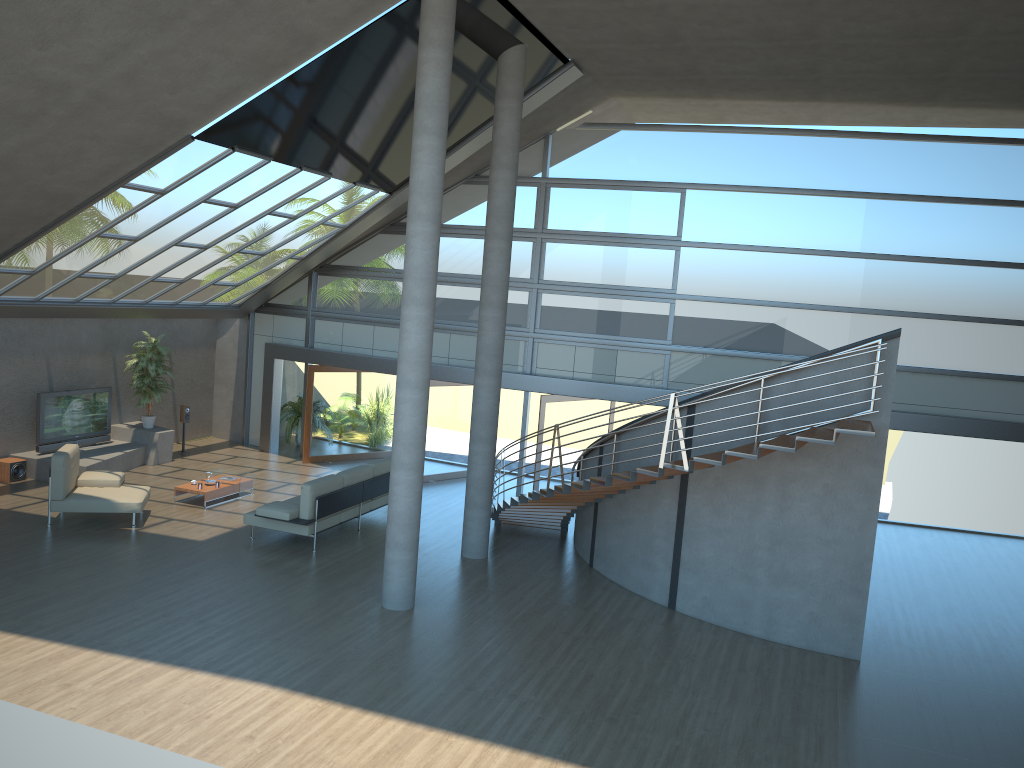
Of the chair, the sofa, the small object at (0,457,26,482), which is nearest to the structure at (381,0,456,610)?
the sofa

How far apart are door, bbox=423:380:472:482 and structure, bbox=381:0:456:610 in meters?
6.7

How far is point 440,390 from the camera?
16.84m

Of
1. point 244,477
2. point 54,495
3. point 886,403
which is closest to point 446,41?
point 886,403

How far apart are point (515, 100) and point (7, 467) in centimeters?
1005cm

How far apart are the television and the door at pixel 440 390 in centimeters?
589cm

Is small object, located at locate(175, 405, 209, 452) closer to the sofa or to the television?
the television

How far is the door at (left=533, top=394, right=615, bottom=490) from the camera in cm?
1560

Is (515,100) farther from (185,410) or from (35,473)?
(35,473)

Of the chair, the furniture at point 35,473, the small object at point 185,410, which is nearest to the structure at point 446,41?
the chair
